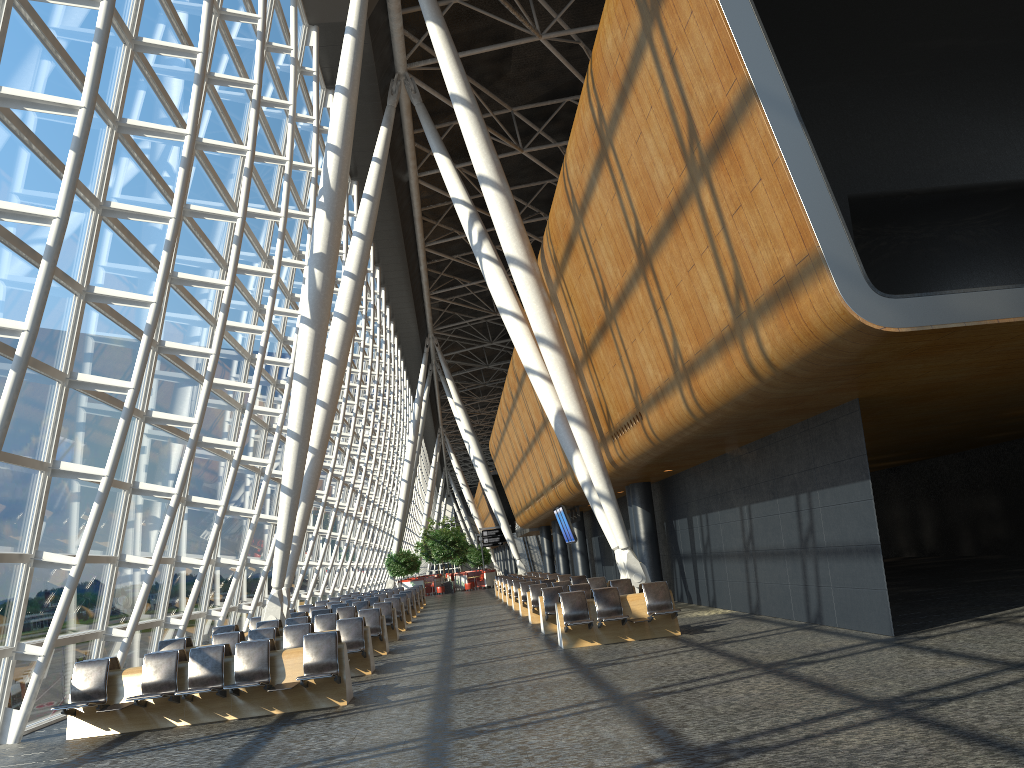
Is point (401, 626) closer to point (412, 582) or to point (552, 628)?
point (552, 628)

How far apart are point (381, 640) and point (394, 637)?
3.03m

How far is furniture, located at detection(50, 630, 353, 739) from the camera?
10.0 meters

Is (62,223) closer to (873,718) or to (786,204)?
(786,204)

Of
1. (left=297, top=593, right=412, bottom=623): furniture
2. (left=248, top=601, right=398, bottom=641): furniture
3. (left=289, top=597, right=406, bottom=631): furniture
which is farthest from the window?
(left=289, top=597, right=406, bottom=631): furniture

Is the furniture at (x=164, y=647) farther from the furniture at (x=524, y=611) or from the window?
the furniture at (x=524, y=611)

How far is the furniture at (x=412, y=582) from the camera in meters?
49.1

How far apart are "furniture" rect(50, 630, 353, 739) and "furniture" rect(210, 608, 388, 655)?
5.0m

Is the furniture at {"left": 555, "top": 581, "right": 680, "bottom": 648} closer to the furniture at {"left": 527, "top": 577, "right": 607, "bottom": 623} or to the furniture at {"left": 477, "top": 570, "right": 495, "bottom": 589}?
the furniture at {"left": 527, "top": 577, "right": 607, "bottom": 623}

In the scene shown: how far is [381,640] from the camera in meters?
16.1 m
